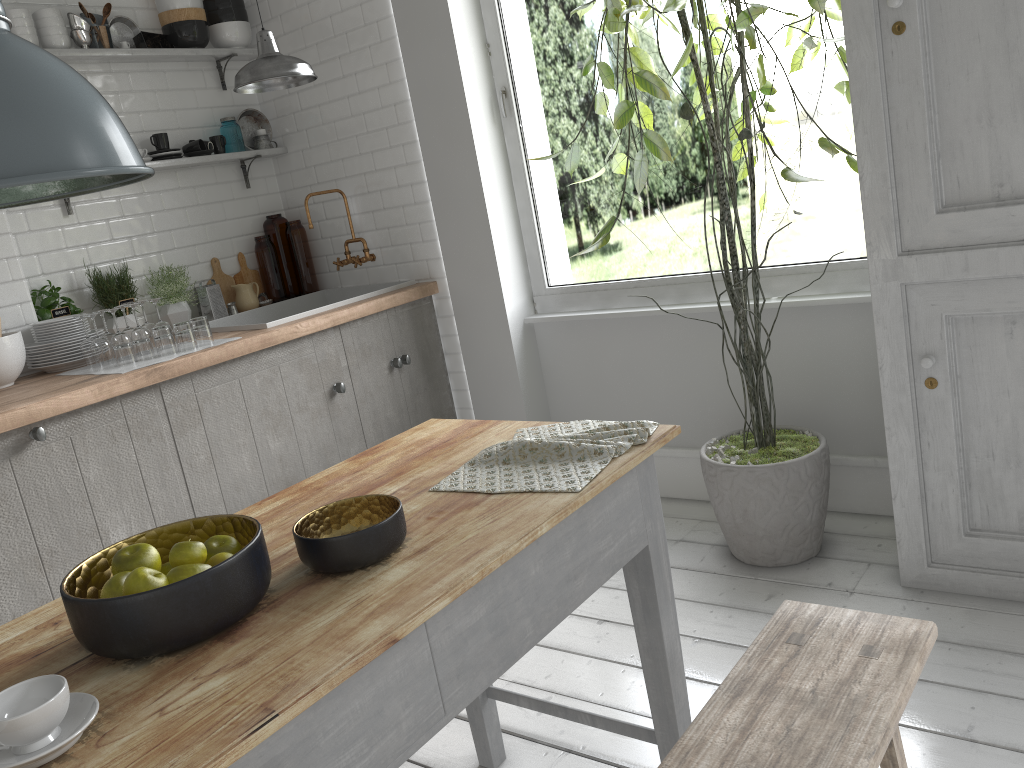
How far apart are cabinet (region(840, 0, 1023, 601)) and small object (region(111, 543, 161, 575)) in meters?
2.6 m

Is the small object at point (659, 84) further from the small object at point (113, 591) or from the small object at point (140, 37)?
the small object at point (140, 37)

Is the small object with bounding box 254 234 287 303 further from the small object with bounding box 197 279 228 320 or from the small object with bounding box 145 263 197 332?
the small object with bounding box 145 263 197 332

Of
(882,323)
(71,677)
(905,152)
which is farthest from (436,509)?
(905,152)

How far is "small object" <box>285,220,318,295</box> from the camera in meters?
5.5 m

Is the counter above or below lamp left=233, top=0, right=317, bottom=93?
below

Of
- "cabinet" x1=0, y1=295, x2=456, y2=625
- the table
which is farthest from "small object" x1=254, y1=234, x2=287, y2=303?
the table

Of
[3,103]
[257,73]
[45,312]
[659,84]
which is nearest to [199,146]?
[45,312]

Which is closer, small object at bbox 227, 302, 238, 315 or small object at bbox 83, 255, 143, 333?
small object at bbox 83, 255, 143, 333

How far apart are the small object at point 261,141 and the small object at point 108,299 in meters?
1.2 m
